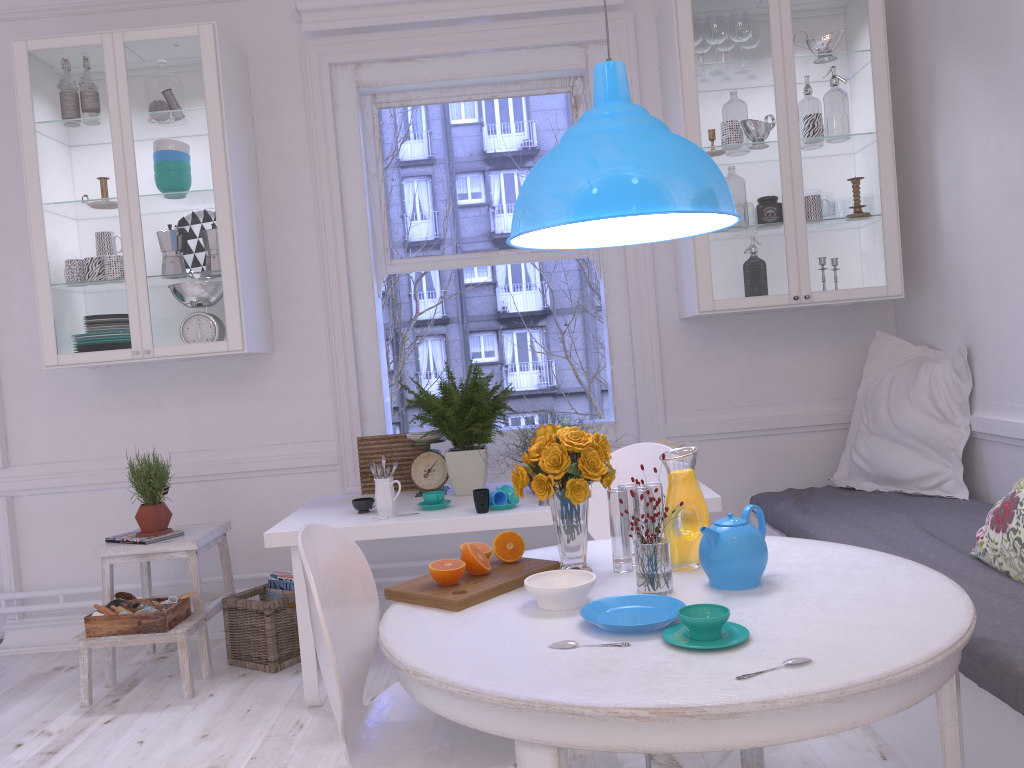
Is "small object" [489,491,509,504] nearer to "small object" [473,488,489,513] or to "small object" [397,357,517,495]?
"small object" [473,488,489,513]

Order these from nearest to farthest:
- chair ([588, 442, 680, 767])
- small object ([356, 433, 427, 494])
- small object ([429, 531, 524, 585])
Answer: small object ([429, 531, 524, 585]), chair ([588, 442, 680, 767]), small object ([356, 433, 427, 494])

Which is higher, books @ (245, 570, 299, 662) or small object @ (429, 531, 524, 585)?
small object @ (429, 531, 524, 585)

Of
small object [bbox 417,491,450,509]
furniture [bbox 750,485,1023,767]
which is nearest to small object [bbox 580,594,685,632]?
furniture [bbox 750,485,1023,767]

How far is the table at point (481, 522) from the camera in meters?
2.9 m

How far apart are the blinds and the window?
0.2m

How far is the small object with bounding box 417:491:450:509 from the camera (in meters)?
3.09

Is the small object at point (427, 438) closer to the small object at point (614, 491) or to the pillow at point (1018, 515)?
the small object at point (614, 491)

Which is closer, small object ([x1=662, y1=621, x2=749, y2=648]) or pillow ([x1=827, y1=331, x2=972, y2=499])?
small object ([x1=662, y1=621, x2=749, y2=648])

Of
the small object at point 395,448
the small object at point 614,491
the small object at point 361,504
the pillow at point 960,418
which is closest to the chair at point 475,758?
the small object at point 614,491
